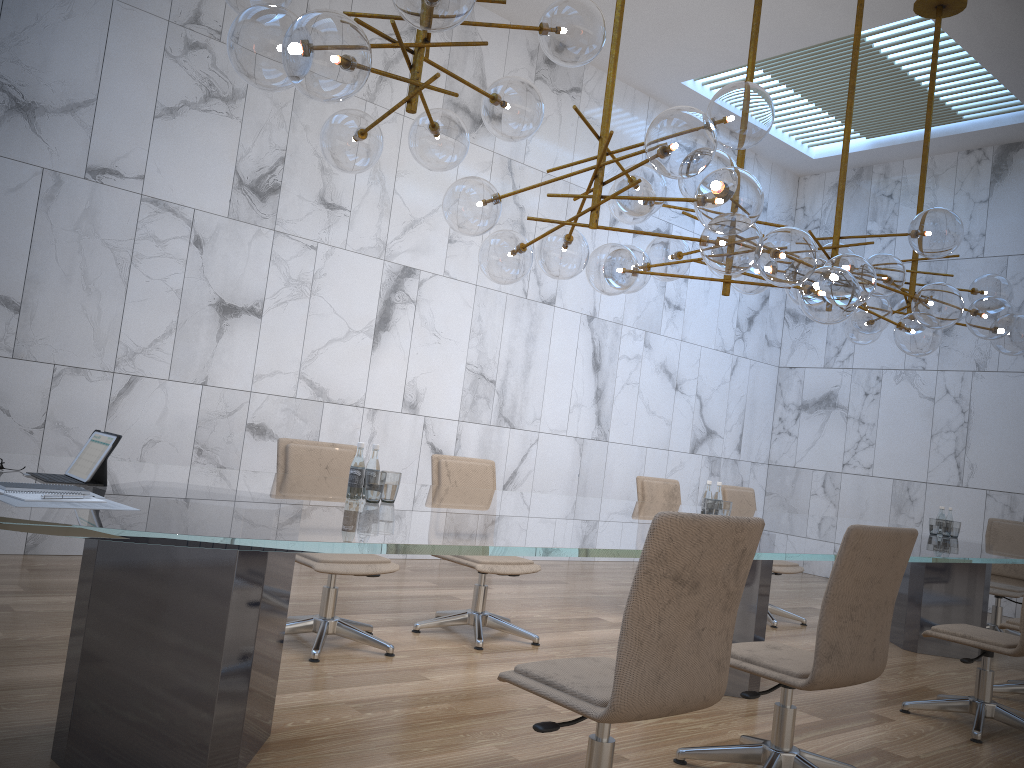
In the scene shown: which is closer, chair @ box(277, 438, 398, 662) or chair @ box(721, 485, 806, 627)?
chair @ box(277, 438, 398, 662)

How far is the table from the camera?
2.25m

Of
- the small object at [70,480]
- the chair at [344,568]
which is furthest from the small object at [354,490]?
the chair at [344,568]

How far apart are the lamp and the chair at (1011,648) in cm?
168

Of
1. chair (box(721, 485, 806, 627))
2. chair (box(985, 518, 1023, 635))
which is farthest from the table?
chair (box(985, 518, 1023, 635))

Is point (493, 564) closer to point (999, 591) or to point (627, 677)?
point (627, 677)

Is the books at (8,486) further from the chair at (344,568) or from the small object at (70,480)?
the chair at (344,568)

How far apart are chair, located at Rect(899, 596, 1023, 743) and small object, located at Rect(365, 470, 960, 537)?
1.14m

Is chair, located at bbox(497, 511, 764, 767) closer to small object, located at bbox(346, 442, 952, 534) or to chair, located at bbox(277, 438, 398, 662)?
small object, located at bbox(346, 442, 952, 534)

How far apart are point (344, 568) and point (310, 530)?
2.1 meters
